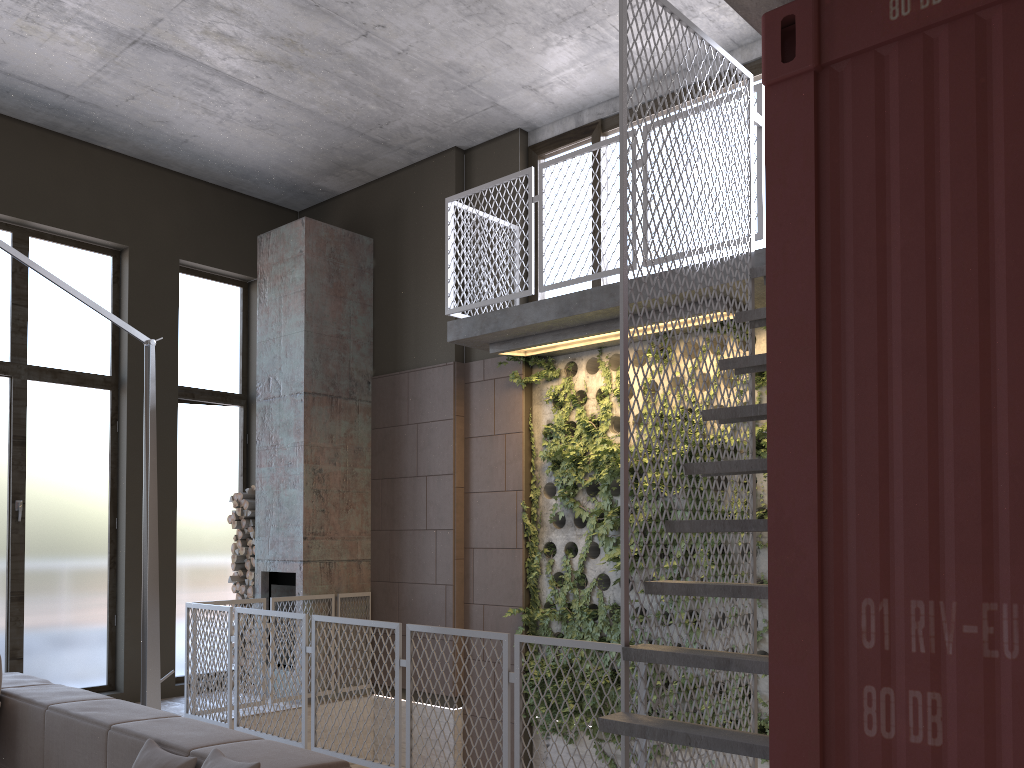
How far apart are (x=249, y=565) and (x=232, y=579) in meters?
0.2 m

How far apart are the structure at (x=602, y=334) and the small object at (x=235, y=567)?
3.0 meters

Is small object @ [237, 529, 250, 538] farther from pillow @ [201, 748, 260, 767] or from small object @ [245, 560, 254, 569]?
pillow @ [201, 748, 260, 767]

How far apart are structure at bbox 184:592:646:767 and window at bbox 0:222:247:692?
1.5m

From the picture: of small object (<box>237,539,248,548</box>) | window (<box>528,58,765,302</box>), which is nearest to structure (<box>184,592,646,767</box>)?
small object (<box>237,539,248,548</box>)

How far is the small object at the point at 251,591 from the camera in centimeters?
843cm

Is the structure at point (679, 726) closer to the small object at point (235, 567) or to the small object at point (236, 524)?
the small object at point (236, 524)

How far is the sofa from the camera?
2.9m

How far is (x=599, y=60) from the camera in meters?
7.0 m

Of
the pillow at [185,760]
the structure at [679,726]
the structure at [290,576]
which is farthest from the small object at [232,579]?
the pillow at [185,760]
